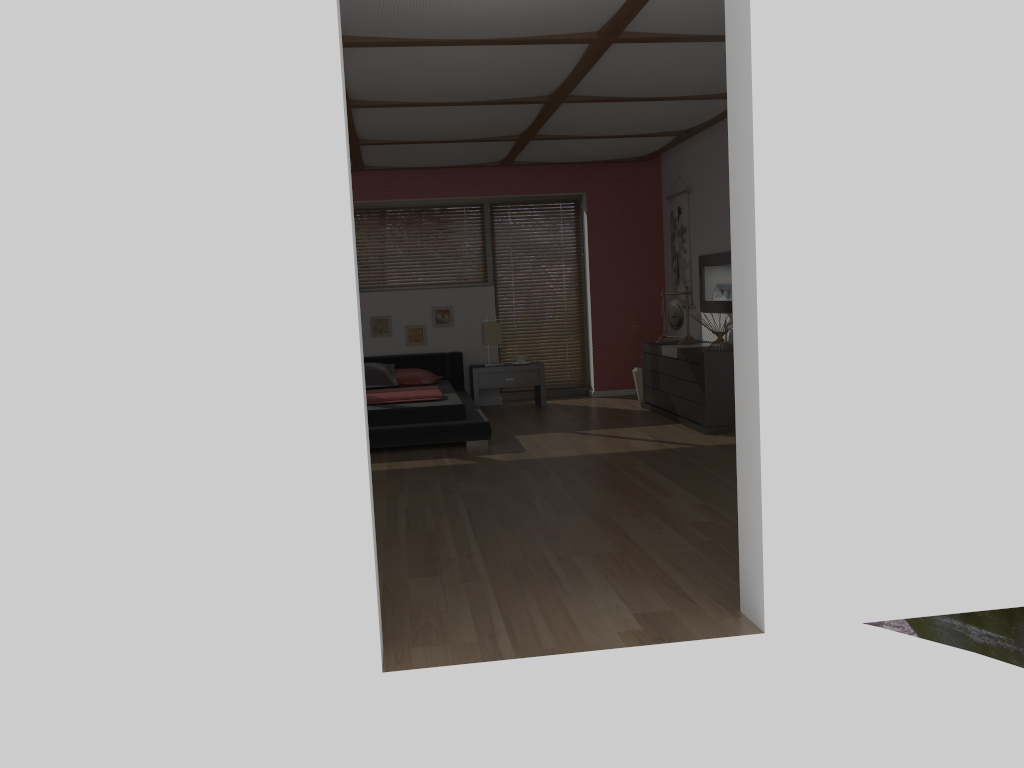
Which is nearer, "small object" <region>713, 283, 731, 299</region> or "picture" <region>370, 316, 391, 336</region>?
"small object" <region>713, 283, 731, 299</region>

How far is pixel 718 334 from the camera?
6.82m

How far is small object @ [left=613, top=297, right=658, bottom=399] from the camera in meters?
8.7 m

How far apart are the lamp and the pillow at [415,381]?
0.7m

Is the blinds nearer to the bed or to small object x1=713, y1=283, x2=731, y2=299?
the bed

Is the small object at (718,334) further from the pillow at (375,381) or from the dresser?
the pillow at (375,381)

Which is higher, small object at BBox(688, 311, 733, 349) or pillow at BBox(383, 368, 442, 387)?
small object at BBox(688, 311, 733, 349)

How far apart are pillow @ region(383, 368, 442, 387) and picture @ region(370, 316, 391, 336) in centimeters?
69cm

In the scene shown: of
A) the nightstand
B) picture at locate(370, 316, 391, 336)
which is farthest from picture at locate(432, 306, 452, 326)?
the nightstand

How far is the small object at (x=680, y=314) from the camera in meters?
7.8
